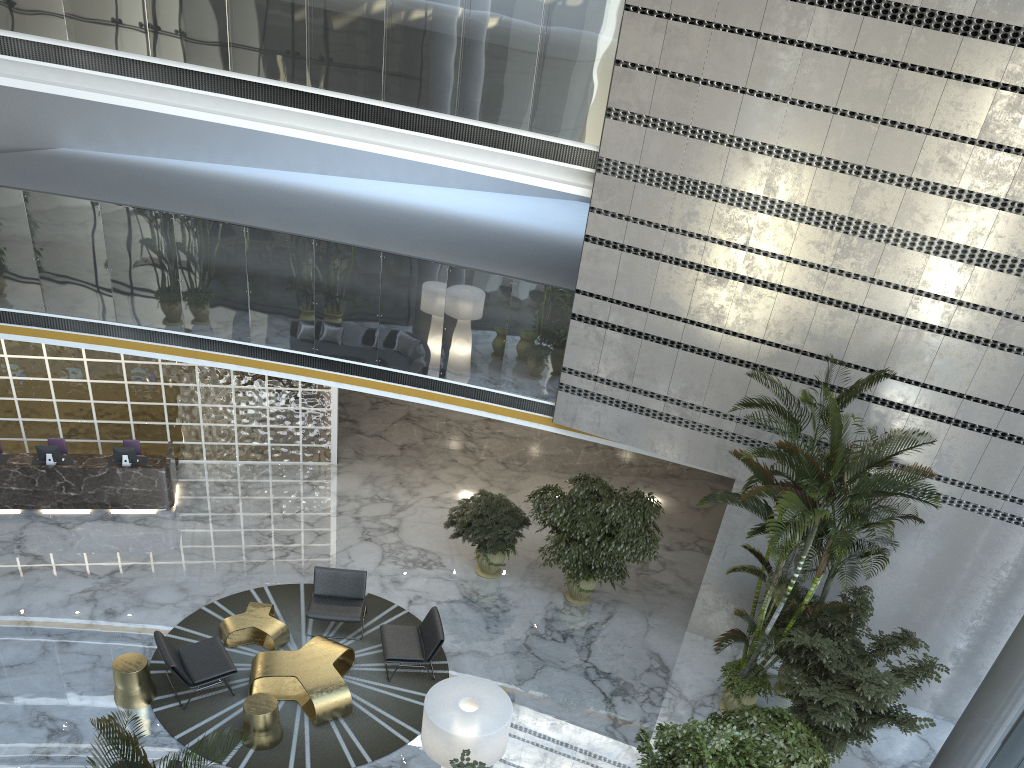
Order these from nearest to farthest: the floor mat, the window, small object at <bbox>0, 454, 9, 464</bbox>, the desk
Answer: the floor mat, the window, the desk, small object at <bbox>0, 454, 9, 464</bbox>

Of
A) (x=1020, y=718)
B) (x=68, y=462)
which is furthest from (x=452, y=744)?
(x=68, y=462)

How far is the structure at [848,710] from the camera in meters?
8.3 m

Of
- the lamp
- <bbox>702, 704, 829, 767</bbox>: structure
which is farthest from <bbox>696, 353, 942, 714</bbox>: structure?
the lamp

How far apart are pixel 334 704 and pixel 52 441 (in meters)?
6.55

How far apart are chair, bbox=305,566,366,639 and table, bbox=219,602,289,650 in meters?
0.3 m

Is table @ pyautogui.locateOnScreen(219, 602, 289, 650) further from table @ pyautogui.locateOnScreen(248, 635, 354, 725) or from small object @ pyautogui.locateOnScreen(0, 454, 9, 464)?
small object @ pyautogui.locateOnScreen(0, 454, 9, 464)

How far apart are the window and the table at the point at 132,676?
9.16m

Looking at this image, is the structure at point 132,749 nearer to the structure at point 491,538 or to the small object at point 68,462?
the structure at point 491,538

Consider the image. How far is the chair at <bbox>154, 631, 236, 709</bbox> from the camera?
8.7m
